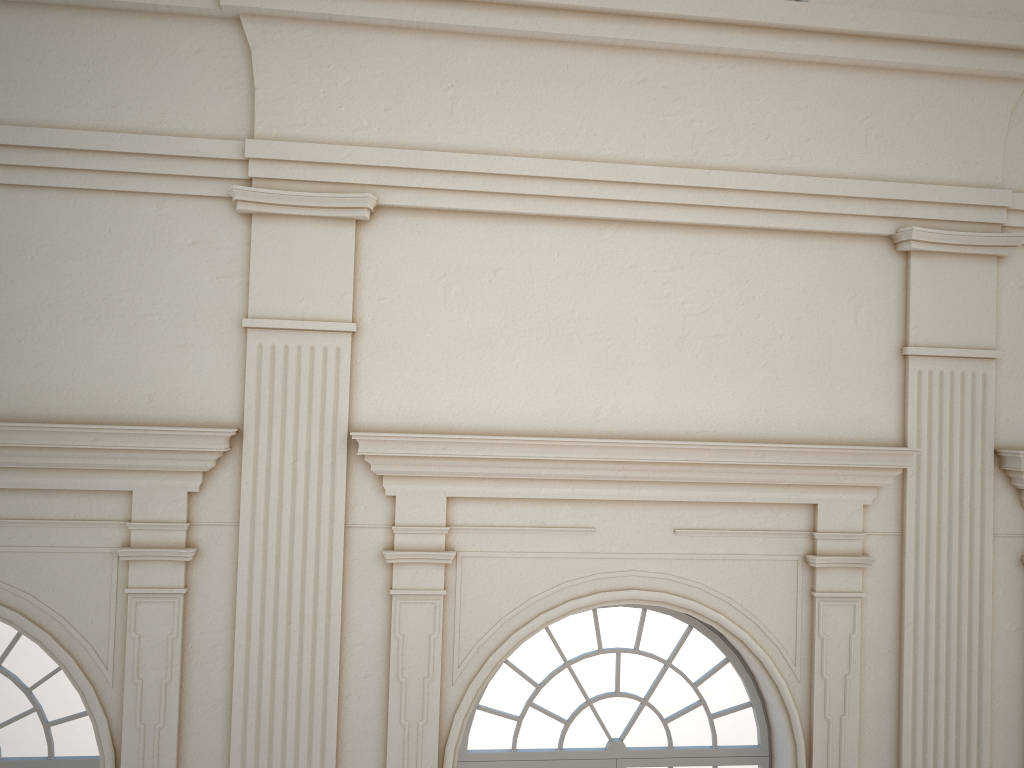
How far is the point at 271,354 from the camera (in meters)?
5.37

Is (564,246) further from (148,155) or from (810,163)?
(148,155)

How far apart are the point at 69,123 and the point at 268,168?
1.21m
